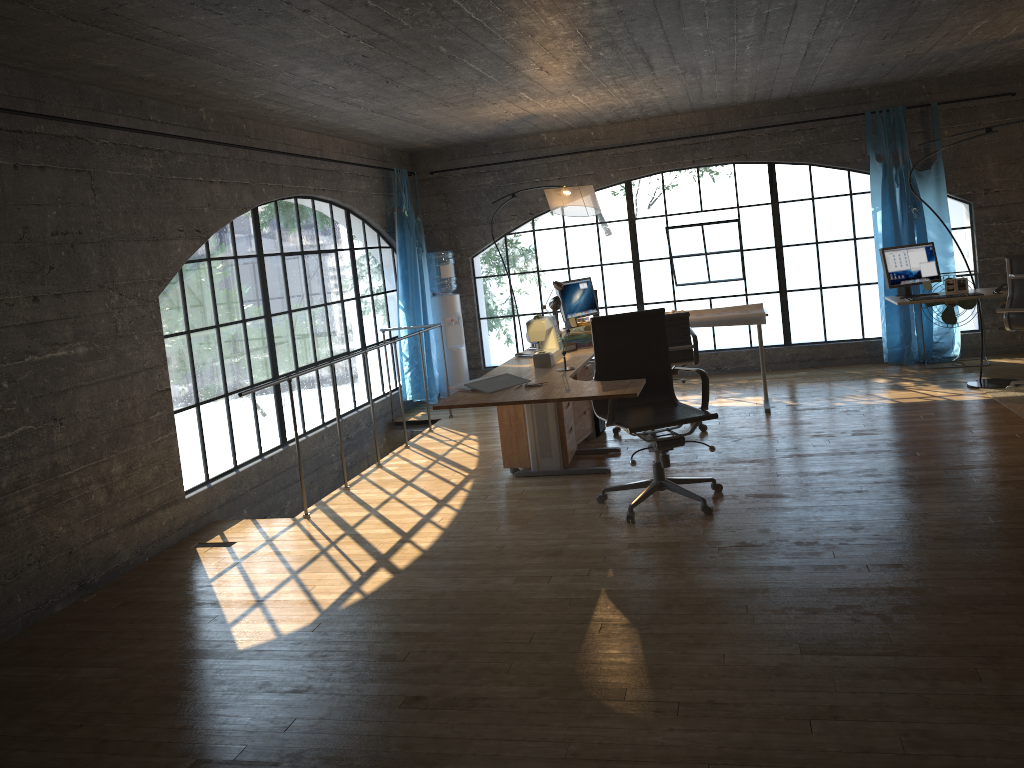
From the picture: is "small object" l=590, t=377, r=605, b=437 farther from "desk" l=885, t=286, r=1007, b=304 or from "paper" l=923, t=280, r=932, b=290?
"paper" l=923, t=280, r=932, b=290

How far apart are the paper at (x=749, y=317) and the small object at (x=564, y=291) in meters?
0.8 m

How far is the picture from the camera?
6.56m

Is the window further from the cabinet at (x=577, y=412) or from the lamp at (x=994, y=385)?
the cabinet at (x=577, y=412)

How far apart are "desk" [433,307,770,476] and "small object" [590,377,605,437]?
0.5 meters

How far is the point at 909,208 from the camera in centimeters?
769cm

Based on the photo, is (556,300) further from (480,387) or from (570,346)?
(570,346)

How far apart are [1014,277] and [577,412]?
3.12m

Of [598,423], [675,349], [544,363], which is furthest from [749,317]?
[544,363]

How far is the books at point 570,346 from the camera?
5.6 meters
